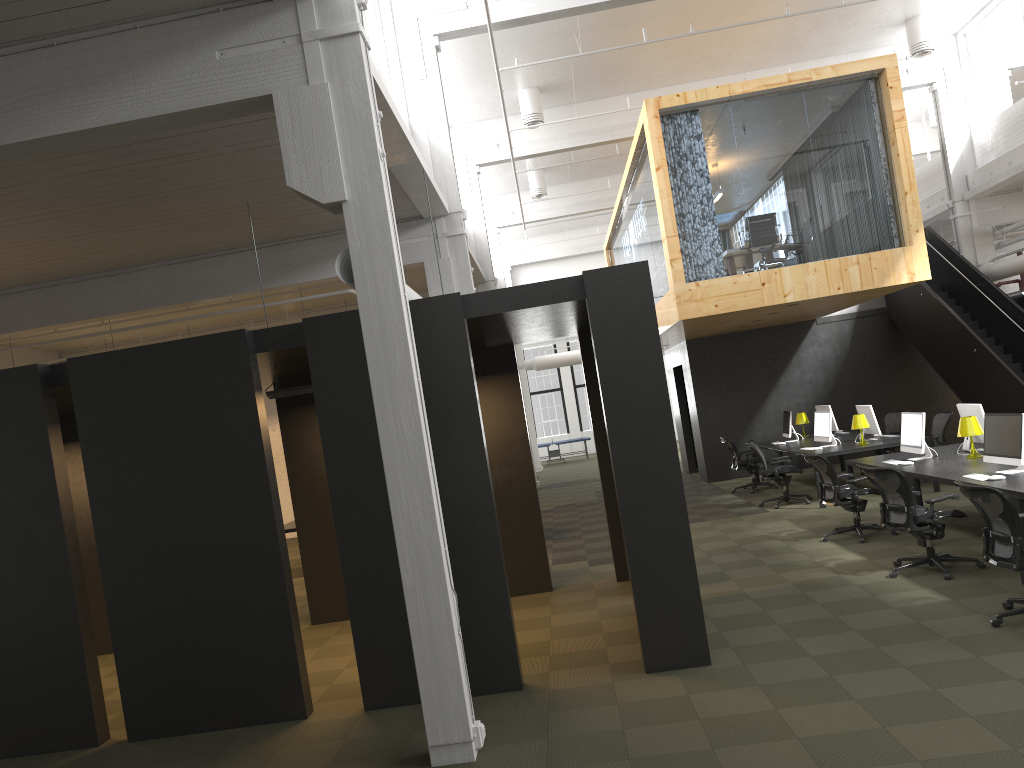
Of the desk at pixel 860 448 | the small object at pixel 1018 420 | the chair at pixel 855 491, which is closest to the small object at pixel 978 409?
the chair at pixel 855 491

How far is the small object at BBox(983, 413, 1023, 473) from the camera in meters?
7.7 m

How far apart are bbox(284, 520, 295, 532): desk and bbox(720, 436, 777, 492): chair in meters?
7.4 m

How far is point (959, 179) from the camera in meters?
16.4

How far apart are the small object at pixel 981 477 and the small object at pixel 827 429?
5.1 meters

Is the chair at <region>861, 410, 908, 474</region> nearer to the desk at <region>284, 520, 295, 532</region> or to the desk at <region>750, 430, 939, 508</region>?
the desk at <region>750, 430, 939, 508</region>

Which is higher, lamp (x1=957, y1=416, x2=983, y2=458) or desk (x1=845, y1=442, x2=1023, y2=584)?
lamp (x1=957, y1=416, x2=983, y2=458)

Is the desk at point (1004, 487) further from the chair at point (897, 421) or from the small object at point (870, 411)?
the chair at point (897, 421)

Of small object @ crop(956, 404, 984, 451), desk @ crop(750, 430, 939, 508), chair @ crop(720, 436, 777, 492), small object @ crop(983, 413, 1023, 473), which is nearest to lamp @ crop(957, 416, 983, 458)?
small object @ crop(956, 404, 984, 451)

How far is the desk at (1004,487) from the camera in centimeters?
714cm
